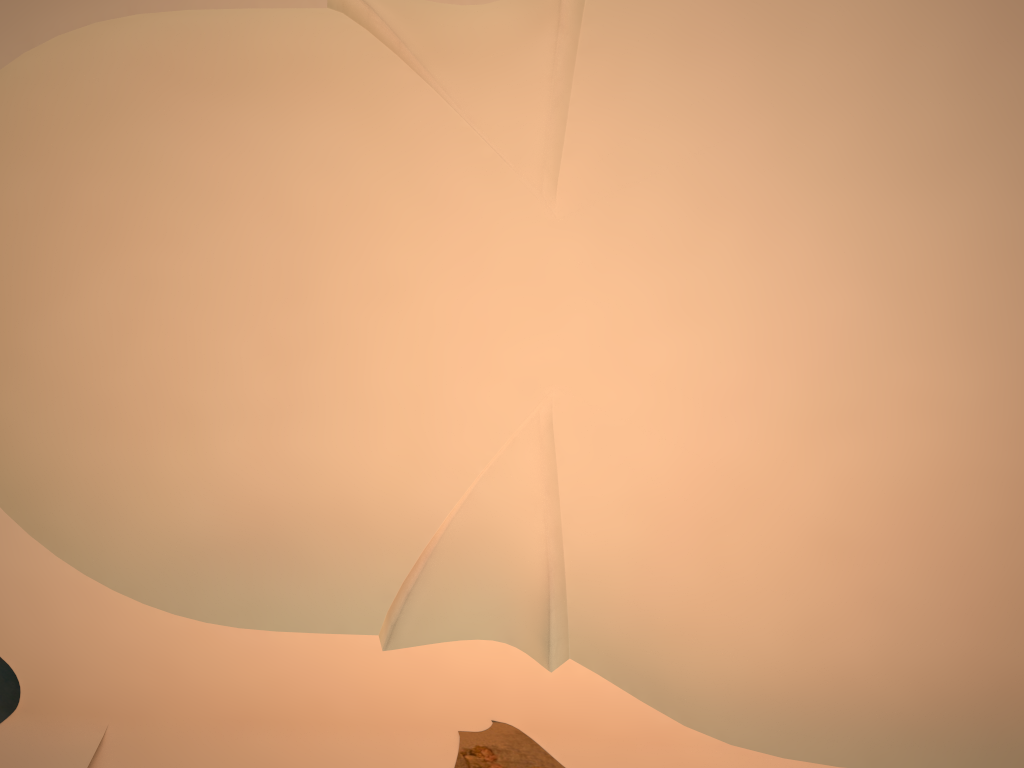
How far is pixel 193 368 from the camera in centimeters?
753cm

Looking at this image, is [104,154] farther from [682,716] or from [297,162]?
[682,716]
